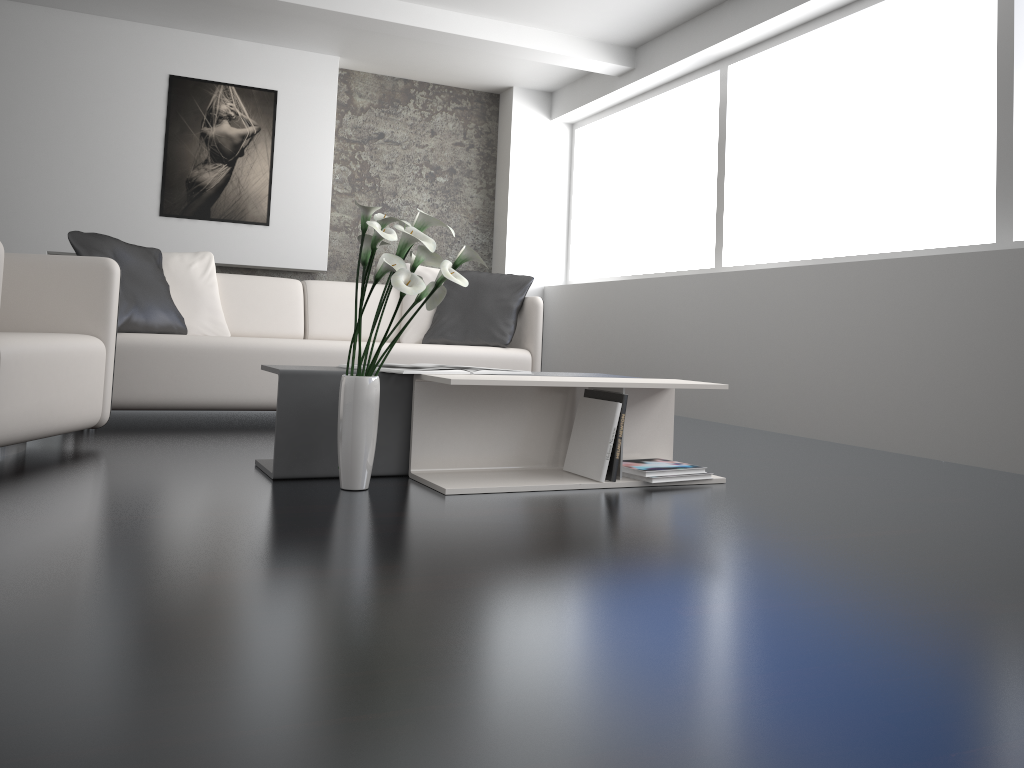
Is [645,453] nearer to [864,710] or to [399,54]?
[864,710]

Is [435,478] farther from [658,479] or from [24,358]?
[24,358]

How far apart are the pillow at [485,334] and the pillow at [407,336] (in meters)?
0.05

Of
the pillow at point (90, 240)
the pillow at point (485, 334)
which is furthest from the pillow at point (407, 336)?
the pillow at point (90, 240)

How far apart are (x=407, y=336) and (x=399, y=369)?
2.16m

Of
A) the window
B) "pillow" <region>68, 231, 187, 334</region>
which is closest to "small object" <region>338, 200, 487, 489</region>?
"pillow" <region>68, 231, 187, 334</region>

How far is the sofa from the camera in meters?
3.8

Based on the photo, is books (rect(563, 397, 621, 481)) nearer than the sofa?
Yes

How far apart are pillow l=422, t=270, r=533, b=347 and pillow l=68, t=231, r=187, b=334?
1.2 meters

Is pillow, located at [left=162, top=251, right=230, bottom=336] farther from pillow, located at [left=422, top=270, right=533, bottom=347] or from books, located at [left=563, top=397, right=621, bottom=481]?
books, located at [left=563, top=397, right=621, bottom=481]
